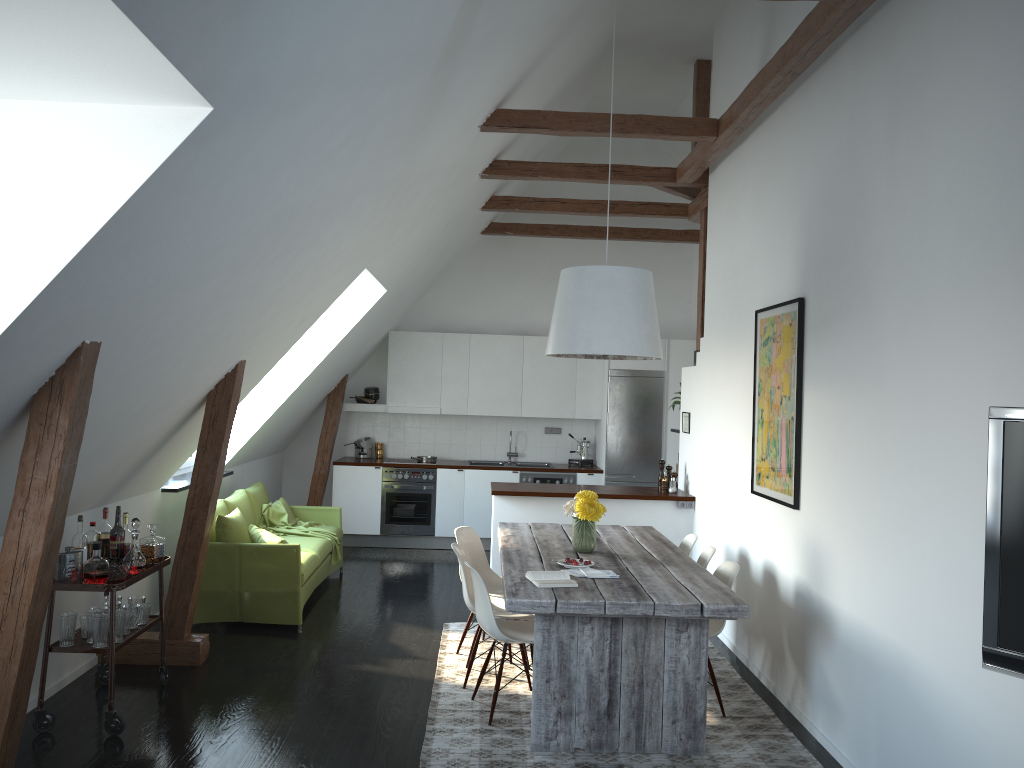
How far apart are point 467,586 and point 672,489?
2.9m

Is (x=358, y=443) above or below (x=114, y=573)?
above

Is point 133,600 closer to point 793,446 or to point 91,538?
point 91,538

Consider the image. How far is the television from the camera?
2.1 meters

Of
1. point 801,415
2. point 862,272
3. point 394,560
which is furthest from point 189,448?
point 862,272

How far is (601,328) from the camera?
4.9 meters

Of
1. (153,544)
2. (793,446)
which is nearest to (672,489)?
(793,446)

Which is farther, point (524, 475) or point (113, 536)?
point (524, 475)

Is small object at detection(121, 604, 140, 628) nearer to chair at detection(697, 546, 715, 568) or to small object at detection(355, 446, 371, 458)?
chair at detection(697, 546, 715, 568)

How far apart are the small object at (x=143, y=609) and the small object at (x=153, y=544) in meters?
0.2
